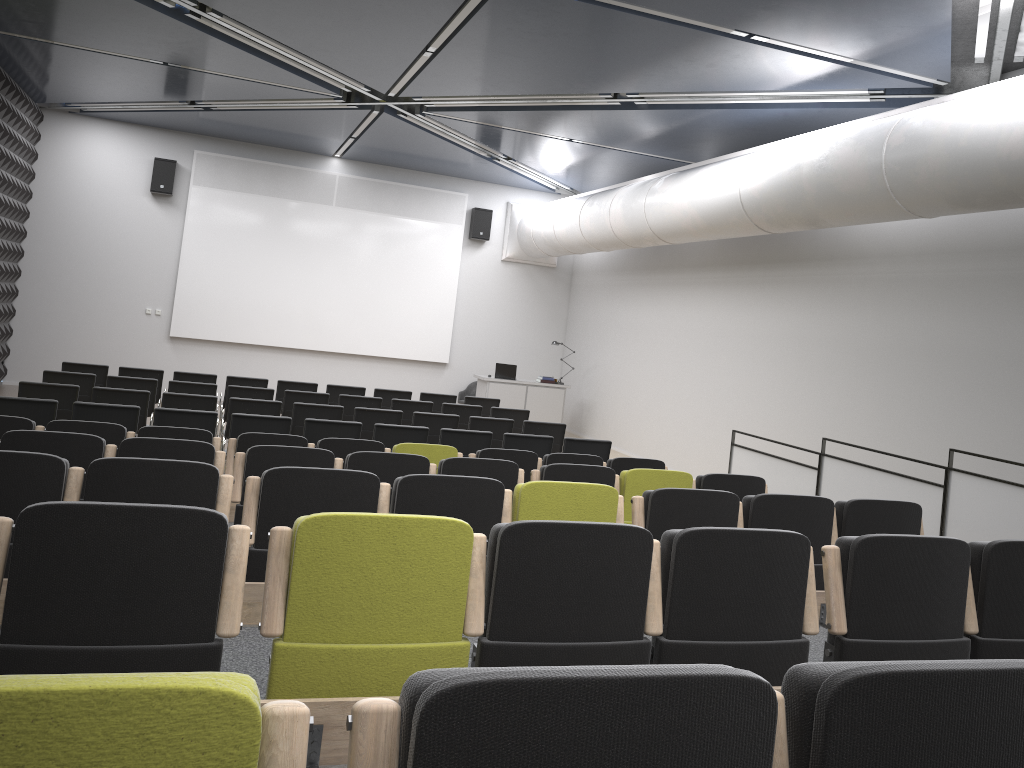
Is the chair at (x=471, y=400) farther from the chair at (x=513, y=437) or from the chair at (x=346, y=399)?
the chair at (x=513, y=437)

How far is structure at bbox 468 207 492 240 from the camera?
17.45m

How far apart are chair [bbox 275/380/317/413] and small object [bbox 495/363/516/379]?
→ 4.7 meters

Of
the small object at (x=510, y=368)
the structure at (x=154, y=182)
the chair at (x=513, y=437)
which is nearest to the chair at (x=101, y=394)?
the chair at (x=513, y=437)

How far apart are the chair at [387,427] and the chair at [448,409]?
2.7 meters

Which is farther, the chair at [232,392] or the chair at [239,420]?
the chair at [232,392]

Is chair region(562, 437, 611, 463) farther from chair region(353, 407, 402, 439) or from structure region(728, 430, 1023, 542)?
chair region(353, 407, 402, 439)

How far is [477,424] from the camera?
10.4 meters

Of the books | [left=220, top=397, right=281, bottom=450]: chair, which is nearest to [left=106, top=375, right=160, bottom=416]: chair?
[left=220, top=397, right=281, bottom=450]: chair

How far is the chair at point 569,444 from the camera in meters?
9.4
